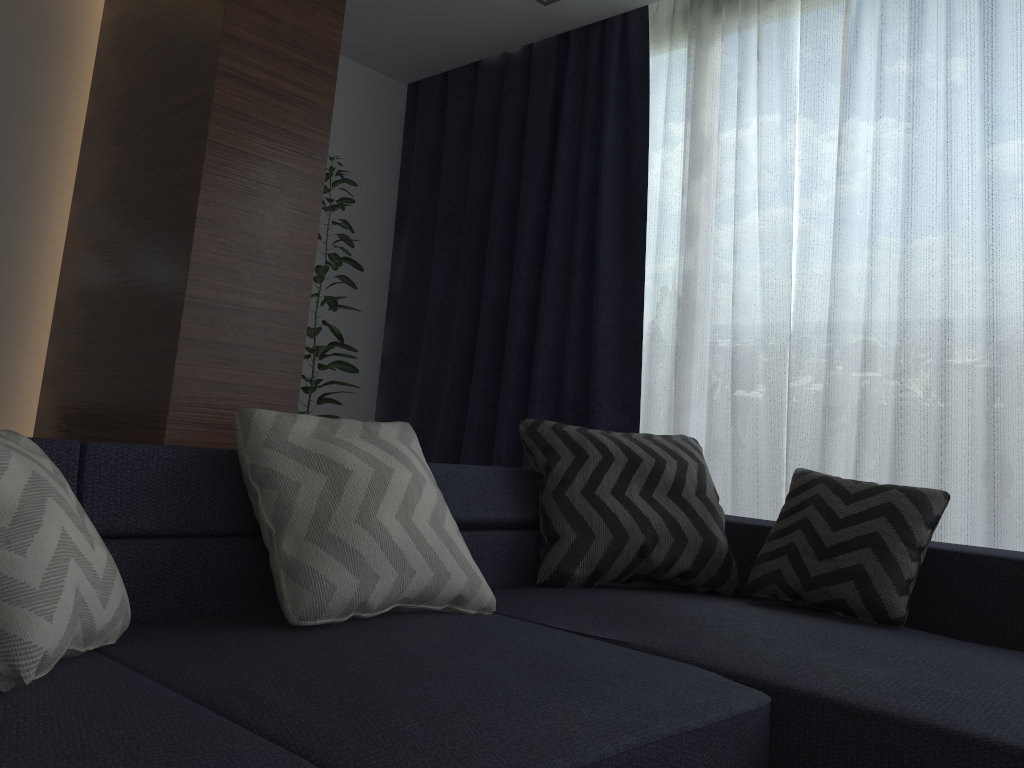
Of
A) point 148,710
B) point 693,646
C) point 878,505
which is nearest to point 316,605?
point 148,710

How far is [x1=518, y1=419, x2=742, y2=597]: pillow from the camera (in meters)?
2.31

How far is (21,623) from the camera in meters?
1.1

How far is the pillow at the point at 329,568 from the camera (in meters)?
1.60

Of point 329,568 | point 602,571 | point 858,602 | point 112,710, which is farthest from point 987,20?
point 112,710

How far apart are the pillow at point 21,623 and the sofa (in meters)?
0.01

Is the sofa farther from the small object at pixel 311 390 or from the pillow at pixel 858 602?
the small object at pixel 311 390

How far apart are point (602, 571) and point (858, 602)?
0.62m

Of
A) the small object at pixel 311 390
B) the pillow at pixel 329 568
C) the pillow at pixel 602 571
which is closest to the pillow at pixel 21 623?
the pillow at pixel 329 568

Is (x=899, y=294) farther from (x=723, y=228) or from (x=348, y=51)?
(x=348, y=51)
